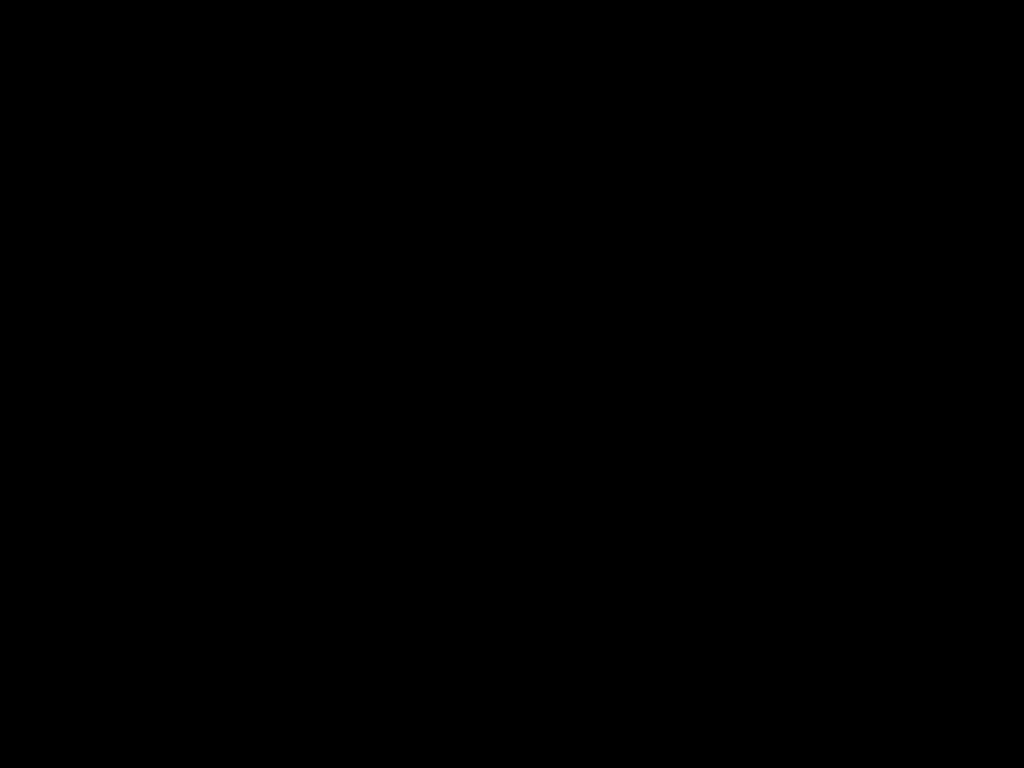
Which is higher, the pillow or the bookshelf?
the pillow

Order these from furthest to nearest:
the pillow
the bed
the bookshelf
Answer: the pillow, the bookshelf, the bed

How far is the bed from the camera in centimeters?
29cm

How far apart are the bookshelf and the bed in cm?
1

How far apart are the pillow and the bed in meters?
0.0 m

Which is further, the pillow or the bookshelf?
the pillow

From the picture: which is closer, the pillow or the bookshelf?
the bookshelf

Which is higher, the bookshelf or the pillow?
the pillow

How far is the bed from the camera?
0.3m

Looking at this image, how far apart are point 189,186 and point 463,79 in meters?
0.2
